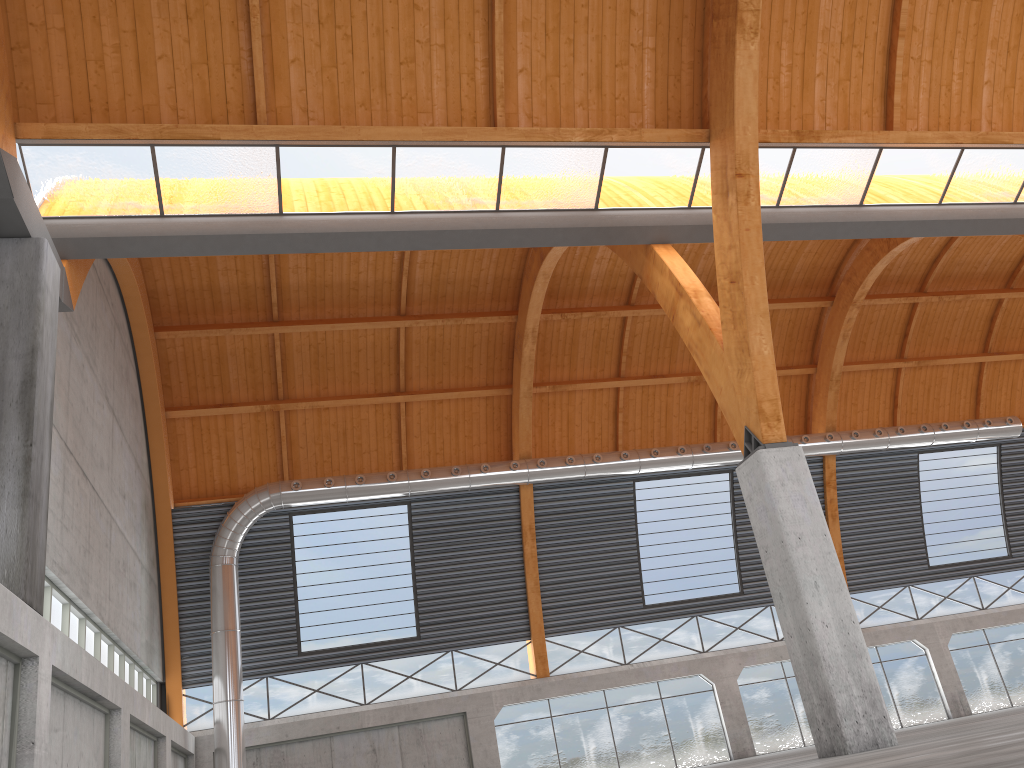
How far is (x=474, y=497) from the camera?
42.4m
